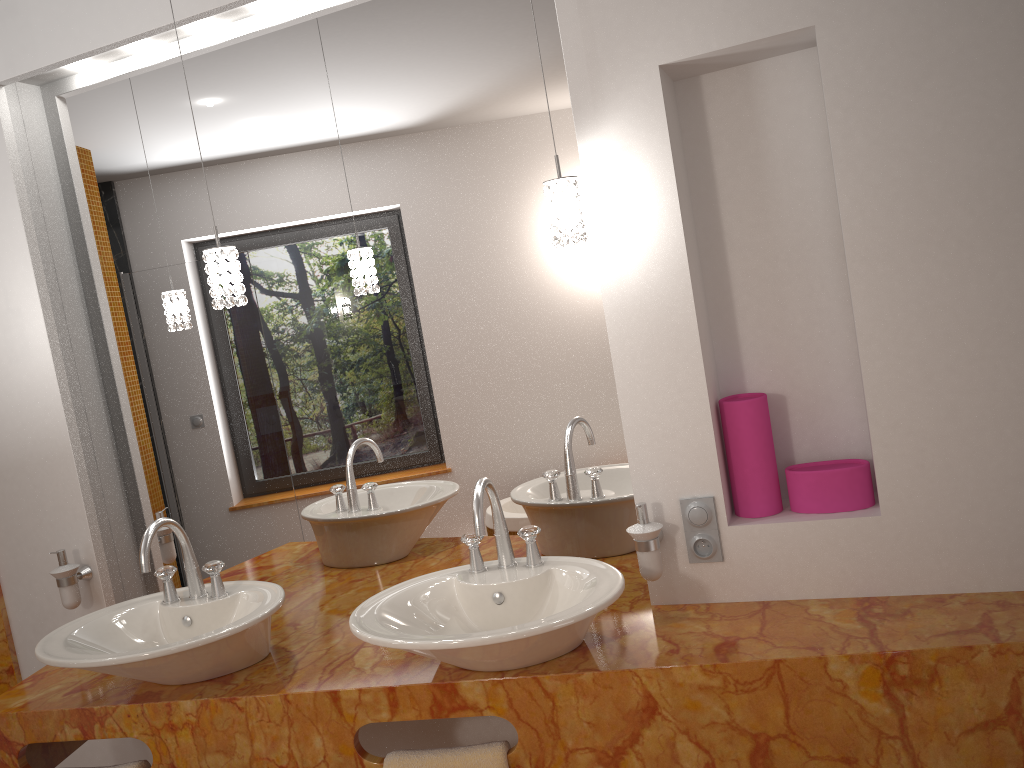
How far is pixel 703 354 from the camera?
1.9 meters

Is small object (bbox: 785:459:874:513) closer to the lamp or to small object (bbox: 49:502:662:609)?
small object (bbox: 49:502:662:609)

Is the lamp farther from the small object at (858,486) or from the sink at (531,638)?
the small object at (858,486)

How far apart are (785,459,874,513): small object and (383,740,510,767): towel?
0.77m

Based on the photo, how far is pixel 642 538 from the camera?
1.84m

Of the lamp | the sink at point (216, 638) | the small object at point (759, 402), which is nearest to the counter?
the sink at point (216, 638)

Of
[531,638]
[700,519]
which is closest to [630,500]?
[700,519]

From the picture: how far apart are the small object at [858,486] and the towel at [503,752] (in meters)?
0.77

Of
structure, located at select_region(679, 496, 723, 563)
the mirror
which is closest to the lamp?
the mirror

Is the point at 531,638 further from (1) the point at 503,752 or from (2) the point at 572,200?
(2) the point at 572,200
